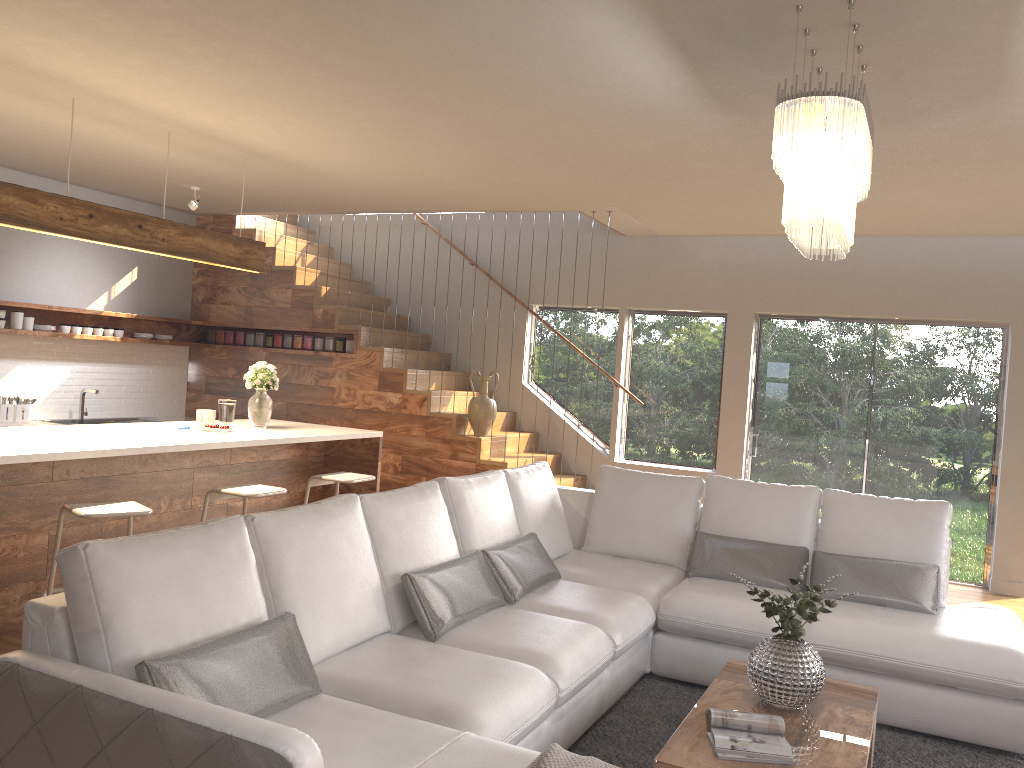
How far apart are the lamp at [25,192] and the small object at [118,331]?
2.68m

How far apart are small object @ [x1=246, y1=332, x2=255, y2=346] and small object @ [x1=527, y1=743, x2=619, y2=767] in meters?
6.9 m

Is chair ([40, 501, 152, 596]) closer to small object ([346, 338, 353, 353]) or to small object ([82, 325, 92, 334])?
small object ([82, 325, 92, 334])

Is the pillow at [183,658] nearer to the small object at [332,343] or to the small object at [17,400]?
the small object at [332,343]

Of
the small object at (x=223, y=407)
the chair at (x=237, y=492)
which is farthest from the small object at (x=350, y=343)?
the chair at (x=237, y=492)

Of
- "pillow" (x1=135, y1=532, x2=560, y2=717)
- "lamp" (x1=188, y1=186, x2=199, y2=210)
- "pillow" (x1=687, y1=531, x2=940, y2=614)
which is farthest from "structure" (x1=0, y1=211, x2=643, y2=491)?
"pillow" (x1=135, y1=532, x2=560, y2=717)

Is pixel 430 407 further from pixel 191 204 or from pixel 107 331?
pixel 107 331

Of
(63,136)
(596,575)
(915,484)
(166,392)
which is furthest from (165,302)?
(915,484)

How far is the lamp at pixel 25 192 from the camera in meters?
4.4

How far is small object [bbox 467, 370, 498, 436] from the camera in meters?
Answer: 7.6 m
